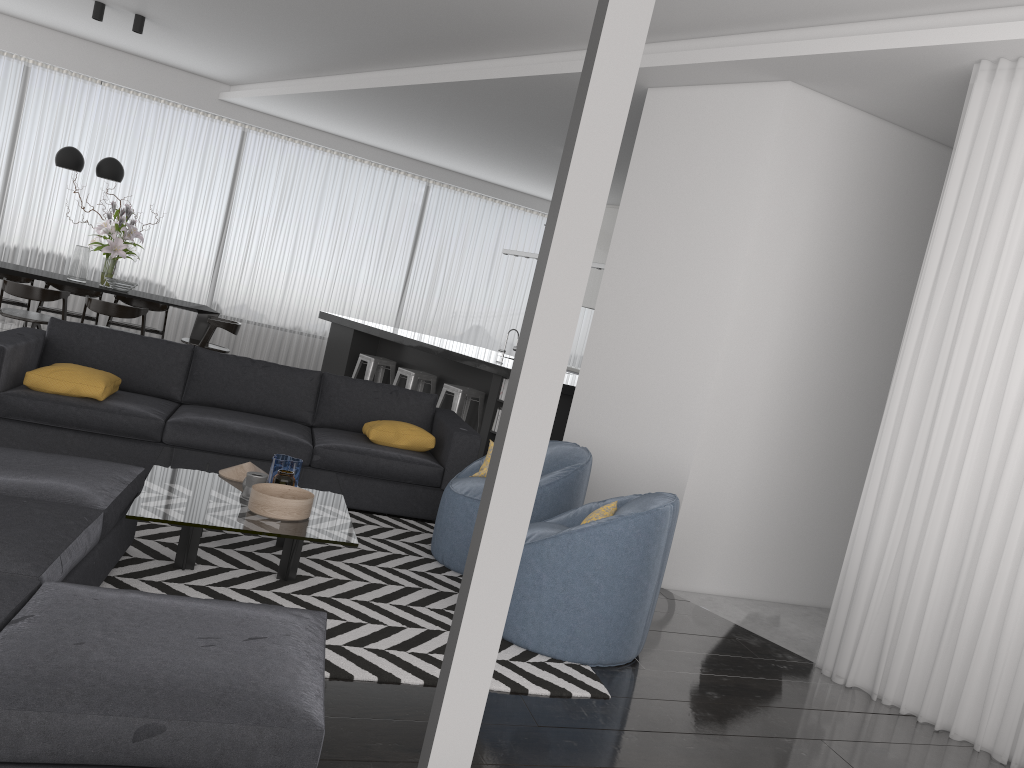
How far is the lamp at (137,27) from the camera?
8.4 meters

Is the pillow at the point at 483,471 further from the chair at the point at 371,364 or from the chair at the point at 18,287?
the chair at the point at 18,287

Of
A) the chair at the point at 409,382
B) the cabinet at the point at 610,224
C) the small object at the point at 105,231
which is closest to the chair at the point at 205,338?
the small object at the point at 105,231

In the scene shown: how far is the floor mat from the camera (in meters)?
3.28

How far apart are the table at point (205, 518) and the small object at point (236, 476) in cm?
3

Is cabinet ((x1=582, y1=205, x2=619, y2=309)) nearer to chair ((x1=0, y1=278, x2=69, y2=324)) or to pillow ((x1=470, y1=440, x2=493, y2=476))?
chair ((x1=0, y1=278, x2=69, y2=324))

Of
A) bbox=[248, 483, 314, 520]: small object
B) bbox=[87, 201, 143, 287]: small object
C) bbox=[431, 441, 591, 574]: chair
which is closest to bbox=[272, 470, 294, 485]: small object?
bbox=[248, 483, 314, 520]: small object

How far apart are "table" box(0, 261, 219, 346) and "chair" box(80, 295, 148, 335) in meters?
0.3 m

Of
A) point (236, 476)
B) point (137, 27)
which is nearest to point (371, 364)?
point (137, 27)

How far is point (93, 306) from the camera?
7.95m
